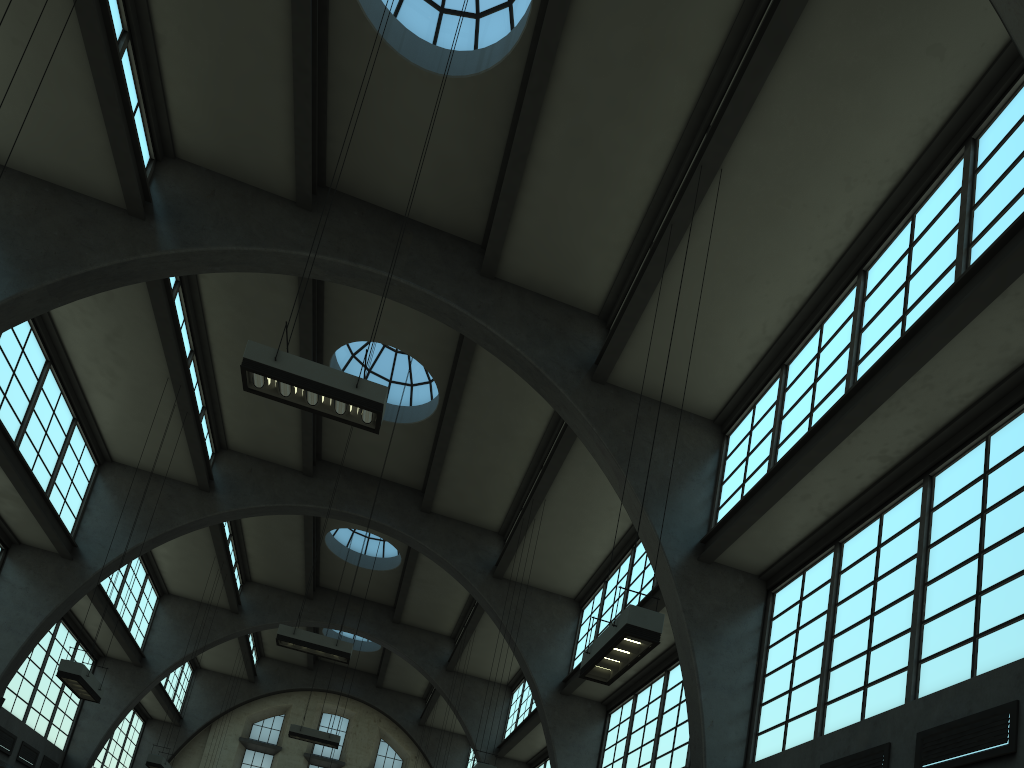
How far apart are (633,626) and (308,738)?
17.0m

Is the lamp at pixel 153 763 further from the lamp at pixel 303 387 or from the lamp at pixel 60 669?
the lamp at pixel 303 387

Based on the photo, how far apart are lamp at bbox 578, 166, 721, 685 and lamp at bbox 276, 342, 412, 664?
7.9 meters

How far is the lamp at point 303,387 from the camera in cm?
932

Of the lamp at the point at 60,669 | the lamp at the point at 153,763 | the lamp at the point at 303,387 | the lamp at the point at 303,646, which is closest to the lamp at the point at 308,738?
the lamp at the point at 153,763

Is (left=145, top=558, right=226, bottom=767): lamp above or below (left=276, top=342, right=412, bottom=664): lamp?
below

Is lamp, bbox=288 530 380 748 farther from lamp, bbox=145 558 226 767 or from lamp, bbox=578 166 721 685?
lamp, bbox=578 166 721 685

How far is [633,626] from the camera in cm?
805

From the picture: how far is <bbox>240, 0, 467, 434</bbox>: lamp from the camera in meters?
9.3 m

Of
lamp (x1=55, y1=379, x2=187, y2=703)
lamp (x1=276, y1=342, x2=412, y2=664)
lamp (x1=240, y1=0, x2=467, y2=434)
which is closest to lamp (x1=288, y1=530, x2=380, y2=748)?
lamp (x1=276, y1=342, x2=412, y2=664)
